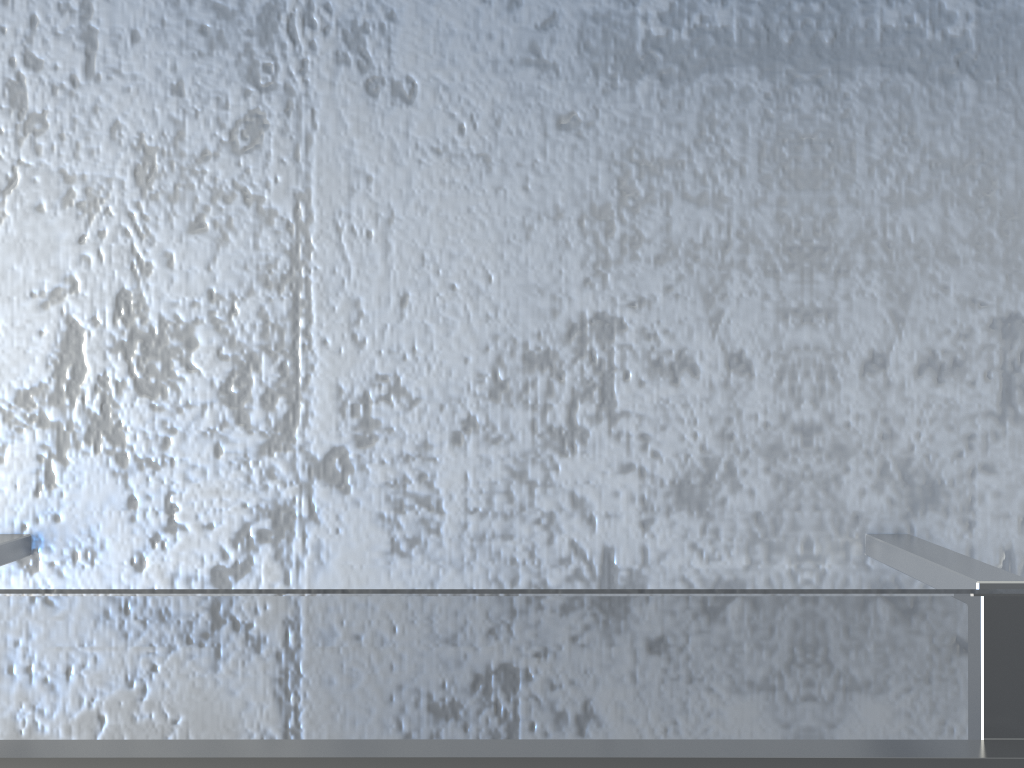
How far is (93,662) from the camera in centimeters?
45cm

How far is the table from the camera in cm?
45

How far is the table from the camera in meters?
0.4 m
